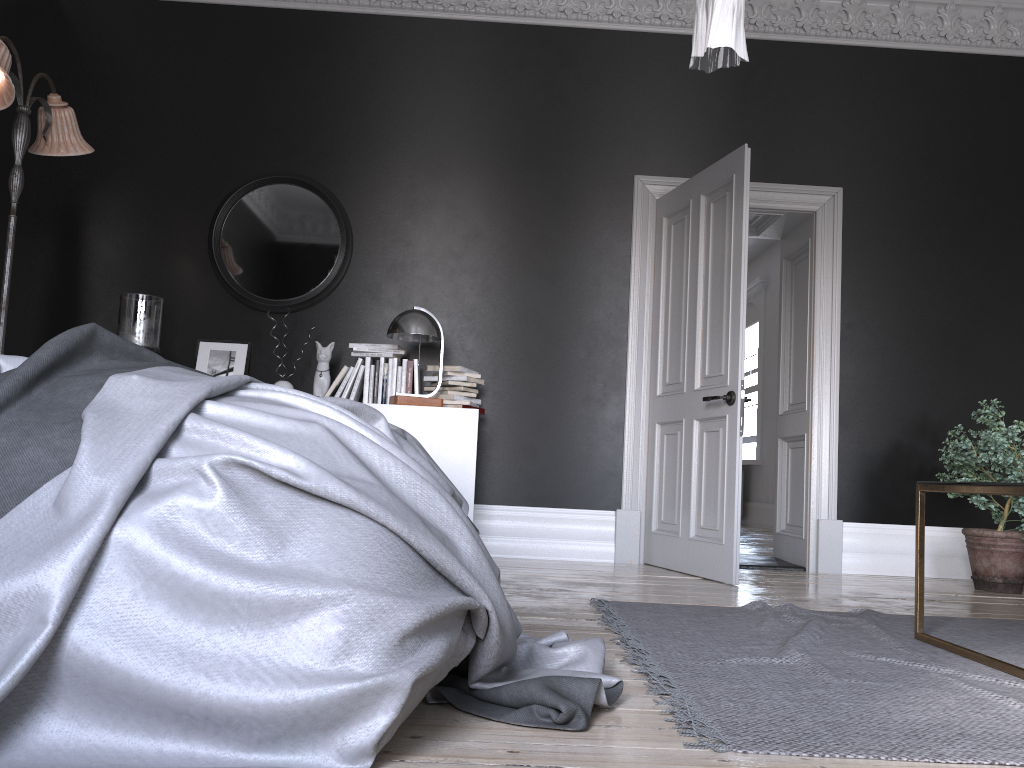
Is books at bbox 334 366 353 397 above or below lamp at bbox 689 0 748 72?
below

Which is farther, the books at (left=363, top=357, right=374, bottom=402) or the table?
the books at (left=363, top=357, right=374, bottom=402)

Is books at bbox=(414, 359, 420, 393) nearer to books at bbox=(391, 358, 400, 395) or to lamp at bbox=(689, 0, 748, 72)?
books at bbox=(391, 358, 400, 395)

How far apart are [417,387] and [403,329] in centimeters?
46cm

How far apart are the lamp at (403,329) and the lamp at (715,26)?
2.51m

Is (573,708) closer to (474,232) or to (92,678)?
(92,678)

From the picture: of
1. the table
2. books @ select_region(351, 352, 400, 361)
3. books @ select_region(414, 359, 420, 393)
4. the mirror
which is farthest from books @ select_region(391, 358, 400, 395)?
the table

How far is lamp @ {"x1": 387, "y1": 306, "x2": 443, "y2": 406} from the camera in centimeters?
503cm

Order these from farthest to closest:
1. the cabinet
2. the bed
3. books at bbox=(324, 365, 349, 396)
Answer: books at bbox=(324, 365, 349, 396), the cabinet, the bed

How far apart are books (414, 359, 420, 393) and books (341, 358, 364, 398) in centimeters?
36cm
